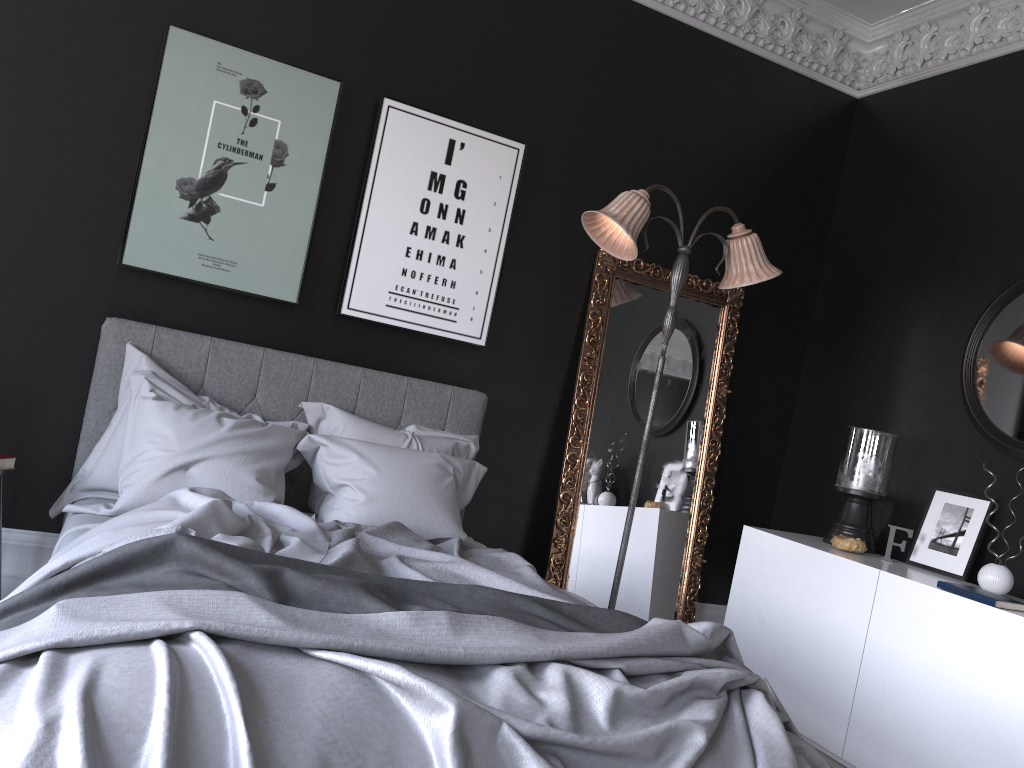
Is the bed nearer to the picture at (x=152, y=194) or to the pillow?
the pillow

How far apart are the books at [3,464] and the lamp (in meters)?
2.56

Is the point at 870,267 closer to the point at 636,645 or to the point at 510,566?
the point at 510,566

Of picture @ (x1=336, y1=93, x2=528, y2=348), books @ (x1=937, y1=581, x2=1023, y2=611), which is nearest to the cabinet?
books @ (x1=937, y1=581, x2=1023, y2=611)

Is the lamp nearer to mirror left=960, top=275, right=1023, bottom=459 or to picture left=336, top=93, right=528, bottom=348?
picture left=336, top=93, right=528, bottom=348

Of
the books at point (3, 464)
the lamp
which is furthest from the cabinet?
the books at point (3, 464)

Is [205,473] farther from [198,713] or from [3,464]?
[198,713]

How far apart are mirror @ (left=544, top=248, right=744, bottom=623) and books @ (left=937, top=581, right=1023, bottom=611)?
1.6 meters

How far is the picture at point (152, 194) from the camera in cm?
387

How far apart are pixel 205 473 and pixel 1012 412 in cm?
357
